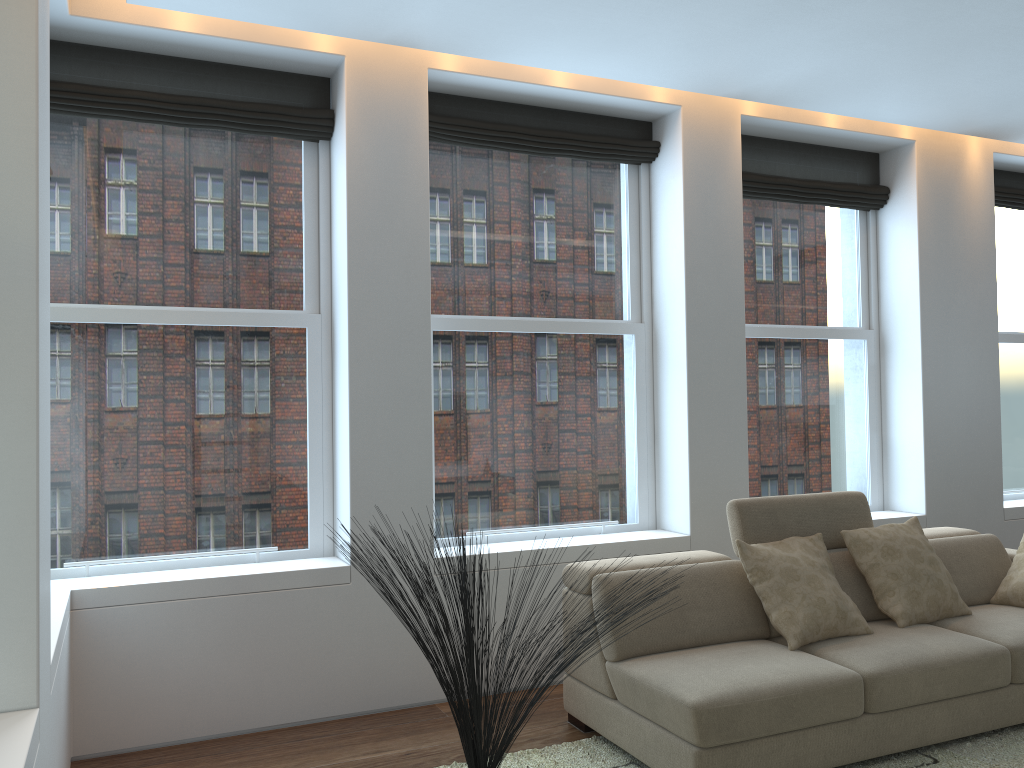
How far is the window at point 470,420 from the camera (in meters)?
4.62

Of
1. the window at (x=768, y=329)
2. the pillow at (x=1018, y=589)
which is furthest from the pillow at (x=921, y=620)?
the window at (x=768, y=329)

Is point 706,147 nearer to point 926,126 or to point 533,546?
point 926,126

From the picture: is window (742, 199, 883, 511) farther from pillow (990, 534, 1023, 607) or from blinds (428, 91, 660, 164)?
pillow (990, 534, 1023, 607)

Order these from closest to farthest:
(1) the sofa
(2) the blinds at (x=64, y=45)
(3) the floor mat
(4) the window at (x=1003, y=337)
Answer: (1) the sofa, (3) the floor mat, (2) the blinds at (x=64, y=45), (4) the window at (x=1003, y=337)

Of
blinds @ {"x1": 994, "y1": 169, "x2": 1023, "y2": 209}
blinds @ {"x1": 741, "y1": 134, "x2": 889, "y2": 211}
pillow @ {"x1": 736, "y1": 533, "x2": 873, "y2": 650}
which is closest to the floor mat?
pillow @ {"x1": 736, "y1": 533, "x2": 873, "y2": 650}

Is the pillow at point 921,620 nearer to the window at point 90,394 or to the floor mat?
the floor mat

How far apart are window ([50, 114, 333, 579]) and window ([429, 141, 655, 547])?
0.54m

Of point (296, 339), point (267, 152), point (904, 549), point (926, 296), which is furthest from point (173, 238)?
point (926, 296)

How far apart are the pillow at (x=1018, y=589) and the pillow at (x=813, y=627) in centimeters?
97cm
